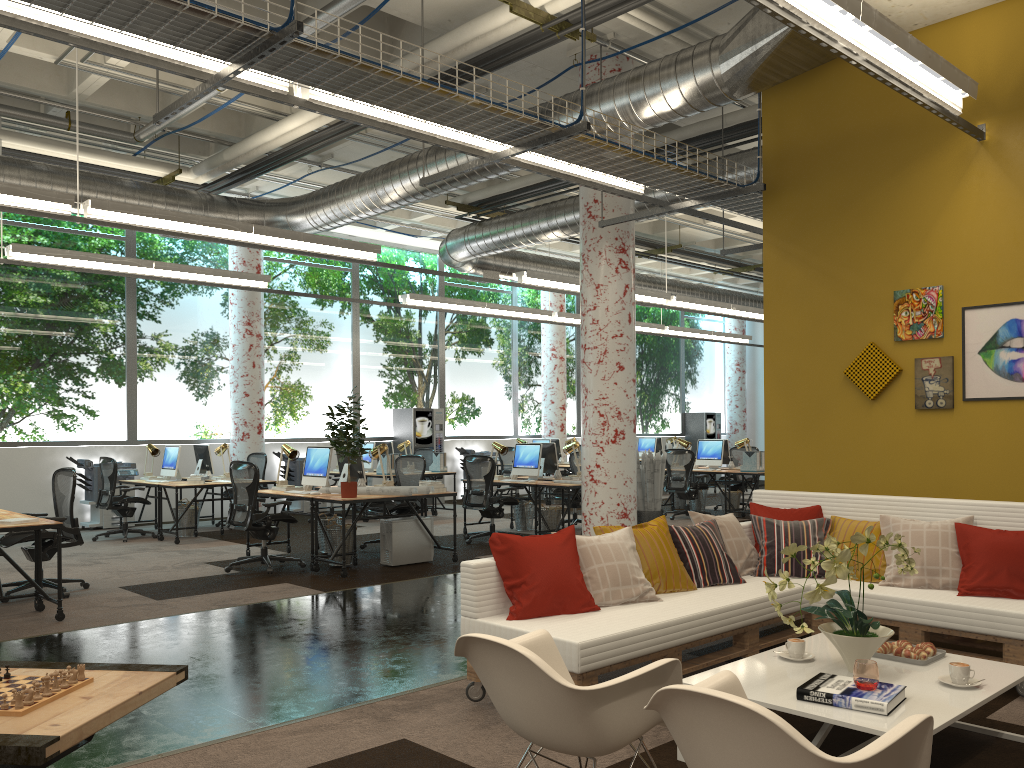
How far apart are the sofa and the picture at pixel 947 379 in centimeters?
94cm

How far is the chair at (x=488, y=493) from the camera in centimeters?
1067cm

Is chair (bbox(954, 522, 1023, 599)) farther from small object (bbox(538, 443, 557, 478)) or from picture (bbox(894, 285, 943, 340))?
small object (bbox(538, 443, 557, 478))

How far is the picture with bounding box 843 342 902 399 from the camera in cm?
632

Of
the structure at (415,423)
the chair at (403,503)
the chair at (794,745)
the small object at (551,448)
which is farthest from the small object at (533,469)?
the chair at (794,745)

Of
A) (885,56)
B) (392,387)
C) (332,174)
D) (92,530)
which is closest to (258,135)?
(332,174)

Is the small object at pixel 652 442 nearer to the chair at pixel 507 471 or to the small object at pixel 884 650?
the chair at pixel 507 471

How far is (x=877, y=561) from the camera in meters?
5.2 m

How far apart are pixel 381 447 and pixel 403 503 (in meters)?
0.86

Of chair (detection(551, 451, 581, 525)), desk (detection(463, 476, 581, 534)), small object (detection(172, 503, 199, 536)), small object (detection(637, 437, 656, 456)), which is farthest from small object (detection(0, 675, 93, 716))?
small object (detection(637, 437, 656, 456))
